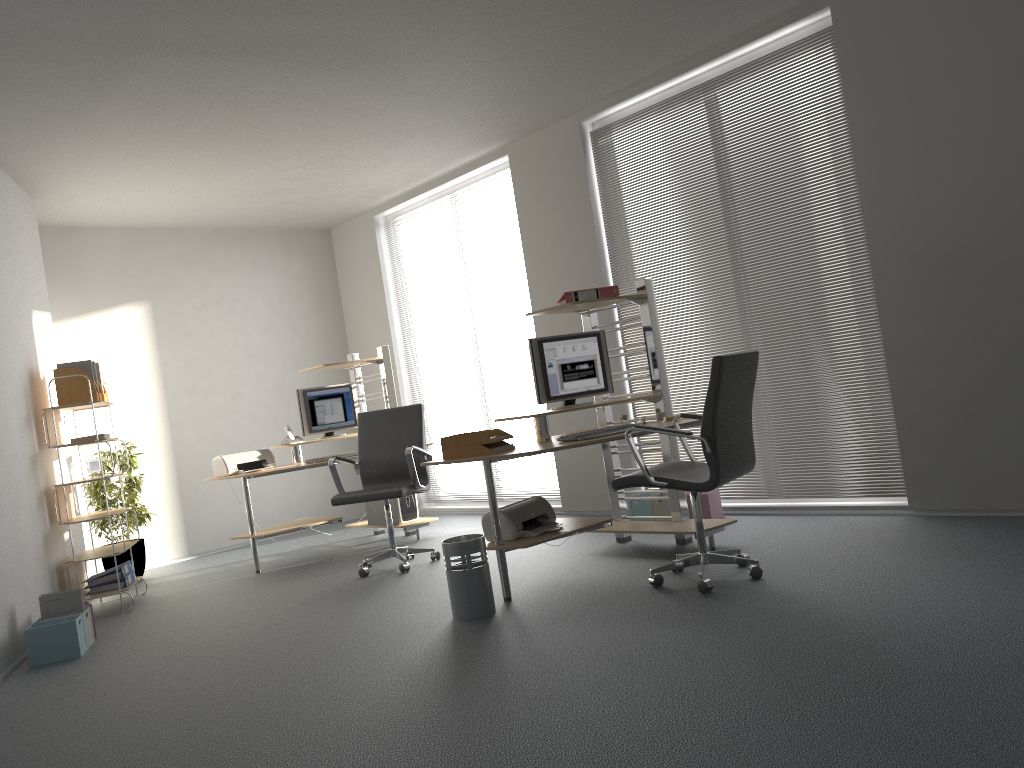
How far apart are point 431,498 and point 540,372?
3.83m

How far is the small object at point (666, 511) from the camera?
5.87m

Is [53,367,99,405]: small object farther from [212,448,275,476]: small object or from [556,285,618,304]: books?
[556,285,618,304]: books

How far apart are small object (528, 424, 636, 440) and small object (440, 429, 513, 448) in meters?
0.4 m

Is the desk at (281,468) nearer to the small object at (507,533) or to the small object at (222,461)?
the small object at (222,461)

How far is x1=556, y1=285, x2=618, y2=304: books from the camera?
5.1m

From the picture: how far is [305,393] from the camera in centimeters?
704cm

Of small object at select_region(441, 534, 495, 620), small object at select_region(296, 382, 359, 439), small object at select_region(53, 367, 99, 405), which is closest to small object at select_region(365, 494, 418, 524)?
small object at select_region(296, 382, 359, 439)

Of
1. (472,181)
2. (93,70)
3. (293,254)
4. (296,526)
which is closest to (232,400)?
(293,254)

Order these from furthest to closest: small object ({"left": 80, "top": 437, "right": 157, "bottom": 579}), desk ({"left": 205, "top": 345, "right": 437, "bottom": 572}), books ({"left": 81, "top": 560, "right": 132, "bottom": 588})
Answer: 1. small object ({"left": 80, "top": 437, "right": 157, "bottom": 579})
2. desk ({"left": 205, "top": 345, "right": 437, "bottom": 572})
3. books ({"left": 81, "top": 560, "right": 132, "bottom": 588})
